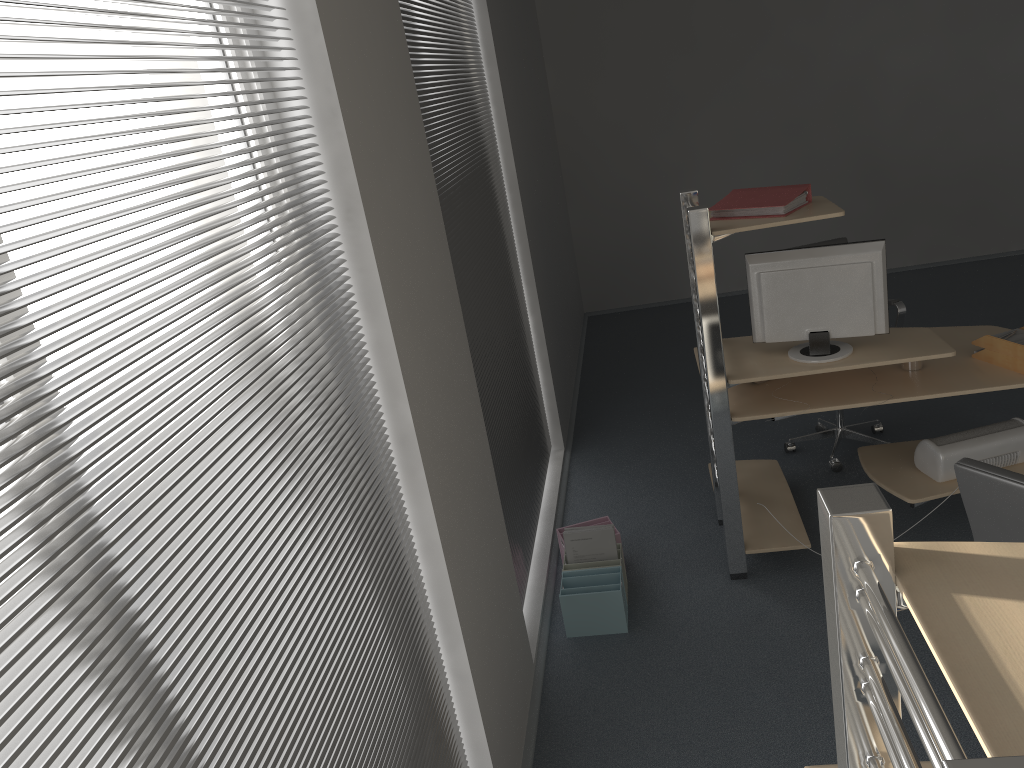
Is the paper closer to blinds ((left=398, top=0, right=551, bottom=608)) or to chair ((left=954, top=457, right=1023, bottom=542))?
chair ((left=954, top=457, right=1023, bottom=542))

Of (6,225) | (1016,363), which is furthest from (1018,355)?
(6,225)

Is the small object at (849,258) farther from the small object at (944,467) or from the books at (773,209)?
the small object at (944,467)

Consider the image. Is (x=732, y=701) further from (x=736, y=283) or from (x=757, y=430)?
(x=736, y=283)

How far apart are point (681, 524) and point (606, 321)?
3.78m

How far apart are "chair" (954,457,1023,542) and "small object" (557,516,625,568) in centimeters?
189cm

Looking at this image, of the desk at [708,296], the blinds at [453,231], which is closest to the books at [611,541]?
the blinds at [453,231]

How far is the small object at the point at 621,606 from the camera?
3.48m

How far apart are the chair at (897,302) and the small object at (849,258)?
1.0m

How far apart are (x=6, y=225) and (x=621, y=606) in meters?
2.9
